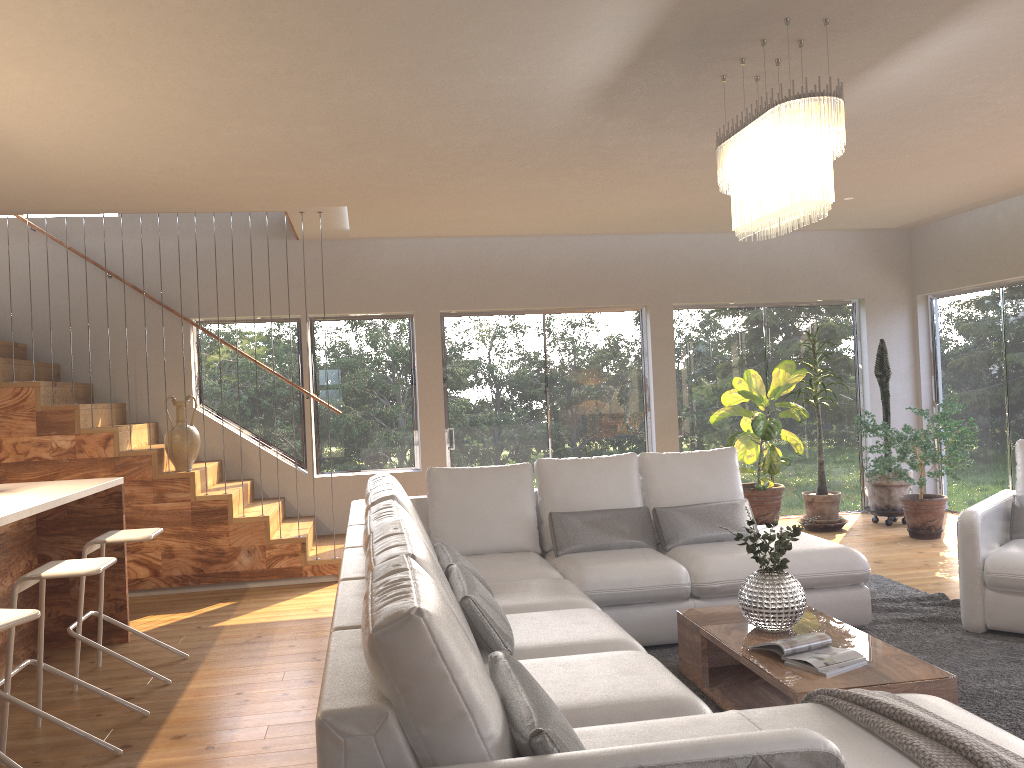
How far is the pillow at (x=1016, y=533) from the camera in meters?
4.9

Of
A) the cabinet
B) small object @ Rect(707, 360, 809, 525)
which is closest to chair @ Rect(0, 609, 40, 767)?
the cabinet

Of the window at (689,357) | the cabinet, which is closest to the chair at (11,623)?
the cabinet

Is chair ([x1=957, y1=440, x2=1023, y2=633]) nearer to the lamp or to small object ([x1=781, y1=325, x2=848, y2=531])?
the lamp

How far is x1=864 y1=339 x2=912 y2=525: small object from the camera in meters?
8.0

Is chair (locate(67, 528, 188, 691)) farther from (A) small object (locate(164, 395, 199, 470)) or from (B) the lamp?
(B) the lamp

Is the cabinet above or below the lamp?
below

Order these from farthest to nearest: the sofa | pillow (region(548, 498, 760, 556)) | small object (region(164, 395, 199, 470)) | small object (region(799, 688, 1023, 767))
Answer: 1. small object (region(164, 395, 199, 470))
2. pillow (region(548, 498, 760, 556))
3. small object (region(799, 688, 1023, 767))
4. the sofa

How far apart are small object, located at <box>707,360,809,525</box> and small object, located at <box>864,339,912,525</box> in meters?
0.8

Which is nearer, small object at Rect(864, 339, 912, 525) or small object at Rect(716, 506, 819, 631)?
small object at Rect(716, 506, 819, 631)
